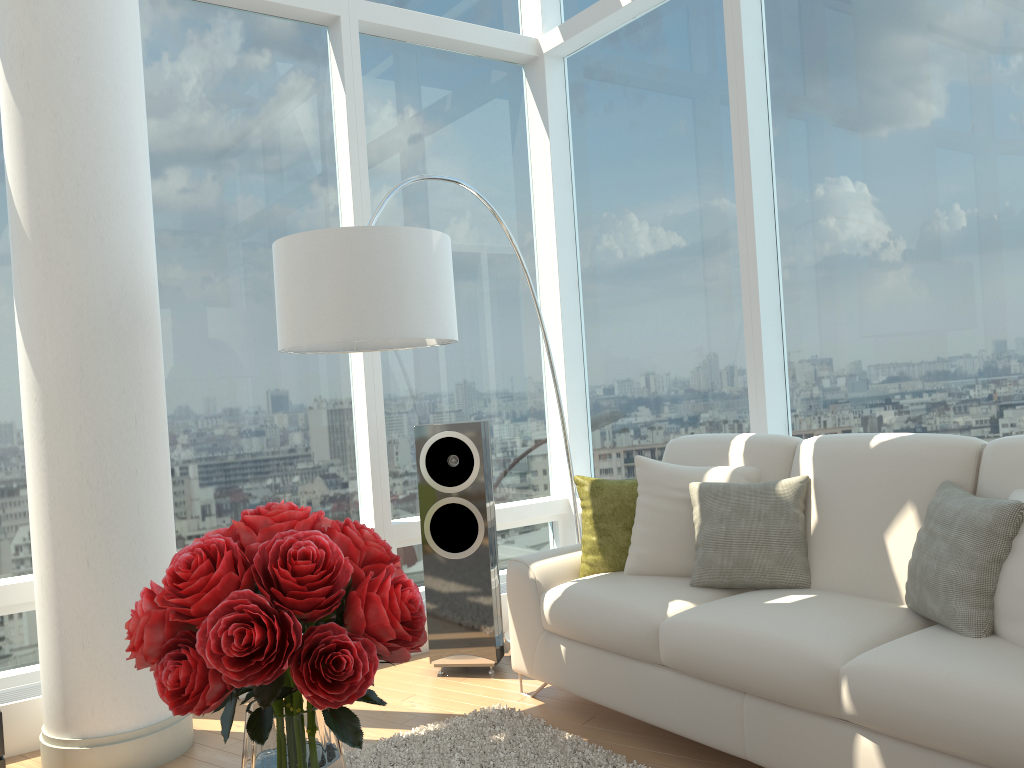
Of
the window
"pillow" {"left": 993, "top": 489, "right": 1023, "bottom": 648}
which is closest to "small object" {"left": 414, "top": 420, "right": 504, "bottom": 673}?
the window

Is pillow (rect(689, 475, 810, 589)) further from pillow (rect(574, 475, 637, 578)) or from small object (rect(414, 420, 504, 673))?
small object (rect(414, 420, 504, 673))

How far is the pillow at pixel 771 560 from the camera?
3.12m

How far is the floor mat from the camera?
3.0m

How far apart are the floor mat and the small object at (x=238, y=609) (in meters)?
1.60

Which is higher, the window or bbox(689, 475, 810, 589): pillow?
the window

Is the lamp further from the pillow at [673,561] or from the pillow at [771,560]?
the pillow at [771,560]

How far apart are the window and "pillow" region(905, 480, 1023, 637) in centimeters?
74cm

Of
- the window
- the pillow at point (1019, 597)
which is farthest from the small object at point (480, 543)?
the pillow at point (1019, 597)

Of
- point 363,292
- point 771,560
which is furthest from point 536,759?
point 363,292
